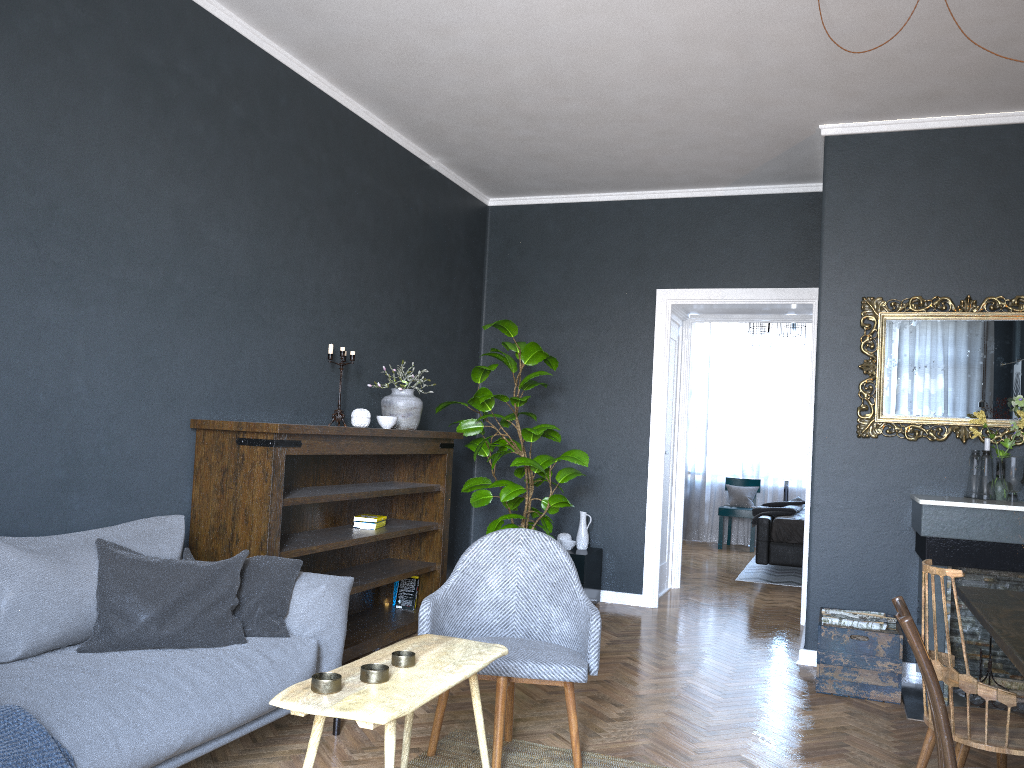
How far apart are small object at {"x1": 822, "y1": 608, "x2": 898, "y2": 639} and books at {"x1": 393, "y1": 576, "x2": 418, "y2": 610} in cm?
232

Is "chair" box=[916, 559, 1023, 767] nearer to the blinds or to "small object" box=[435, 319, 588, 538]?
"small object" box=[435, 319, 588, 538]

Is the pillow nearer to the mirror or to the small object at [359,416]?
the small object at [359,416]

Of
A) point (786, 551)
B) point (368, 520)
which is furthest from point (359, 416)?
point (786, 551)

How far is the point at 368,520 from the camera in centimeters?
486cm

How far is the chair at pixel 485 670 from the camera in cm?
301

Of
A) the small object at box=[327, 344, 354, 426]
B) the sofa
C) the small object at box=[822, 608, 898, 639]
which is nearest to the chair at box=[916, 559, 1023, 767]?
the small object at box=[822, 608, 898, 639]

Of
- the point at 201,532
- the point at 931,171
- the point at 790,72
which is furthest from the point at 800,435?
the point at 201,532

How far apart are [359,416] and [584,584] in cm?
213

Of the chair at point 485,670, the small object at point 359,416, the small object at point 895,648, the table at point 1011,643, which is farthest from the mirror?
the small object at point 359,416
